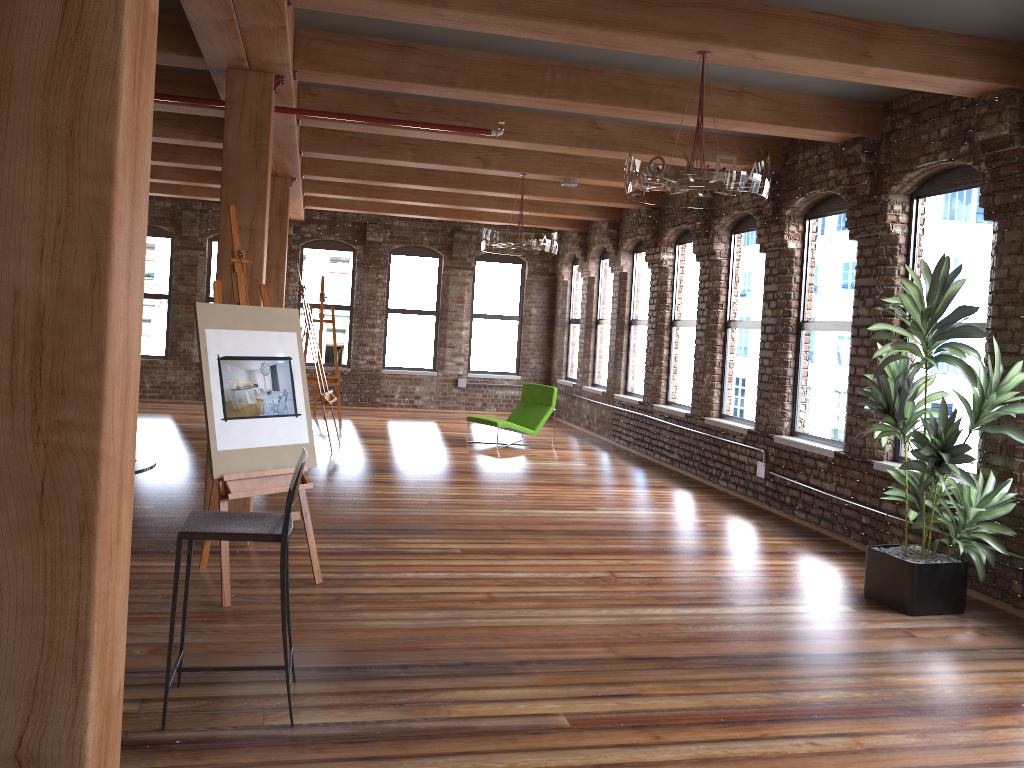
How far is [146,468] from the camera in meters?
3.4 m

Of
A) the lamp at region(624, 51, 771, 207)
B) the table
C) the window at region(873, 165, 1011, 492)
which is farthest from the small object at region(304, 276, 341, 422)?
A: the table

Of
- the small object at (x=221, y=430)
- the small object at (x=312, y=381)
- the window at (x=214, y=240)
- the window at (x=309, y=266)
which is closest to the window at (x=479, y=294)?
the window at (x=309, y=266)

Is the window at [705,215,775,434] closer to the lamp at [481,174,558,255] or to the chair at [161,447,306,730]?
the lamp at [481,174,558,255]

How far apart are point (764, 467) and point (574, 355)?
7.0m

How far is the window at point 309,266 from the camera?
14.9 meters

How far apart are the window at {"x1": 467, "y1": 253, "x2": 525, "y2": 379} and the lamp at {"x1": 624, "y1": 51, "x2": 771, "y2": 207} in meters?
10.3

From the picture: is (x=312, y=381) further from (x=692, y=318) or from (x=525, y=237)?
(x=692, y=318)

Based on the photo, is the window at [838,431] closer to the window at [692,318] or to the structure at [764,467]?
the structure at [764,467]

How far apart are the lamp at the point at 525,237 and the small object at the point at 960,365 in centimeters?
397cm
